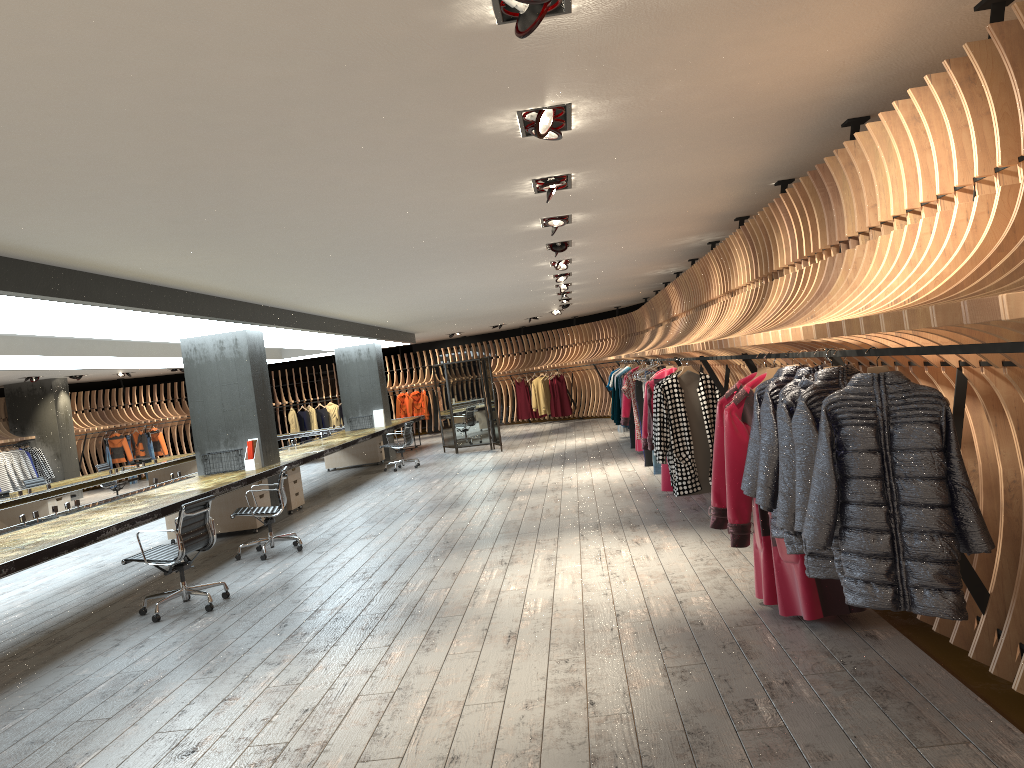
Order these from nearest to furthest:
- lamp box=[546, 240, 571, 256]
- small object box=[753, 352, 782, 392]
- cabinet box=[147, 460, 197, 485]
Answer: small object box=[753, 352, 782, 392] → lamp box=[546, 240, 571, 256] → cabinet box=[147, 460, 197, 485]

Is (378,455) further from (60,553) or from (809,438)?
(809,438)

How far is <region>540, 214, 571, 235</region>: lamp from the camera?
7.5m

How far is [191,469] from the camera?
17.76m

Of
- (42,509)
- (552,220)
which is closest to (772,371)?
(552,220)

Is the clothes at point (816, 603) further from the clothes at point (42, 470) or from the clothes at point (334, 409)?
the clothes at point (334, 409)

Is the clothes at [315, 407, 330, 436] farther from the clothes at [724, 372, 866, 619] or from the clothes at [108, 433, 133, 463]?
the clothes at [724, 372, 866, 619]

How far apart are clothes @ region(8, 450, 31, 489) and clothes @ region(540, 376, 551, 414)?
12.2m

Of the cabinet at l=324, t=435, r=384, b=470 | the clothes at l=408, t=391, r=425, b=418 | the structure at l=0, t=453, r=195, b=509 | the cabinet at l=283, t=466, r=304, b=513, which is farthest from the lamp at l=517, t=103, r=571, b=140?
the clothes at l=408, t=391, r=425, b=418

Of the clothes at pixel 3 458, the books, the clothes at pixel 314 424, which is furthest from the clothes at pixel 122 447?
the books
